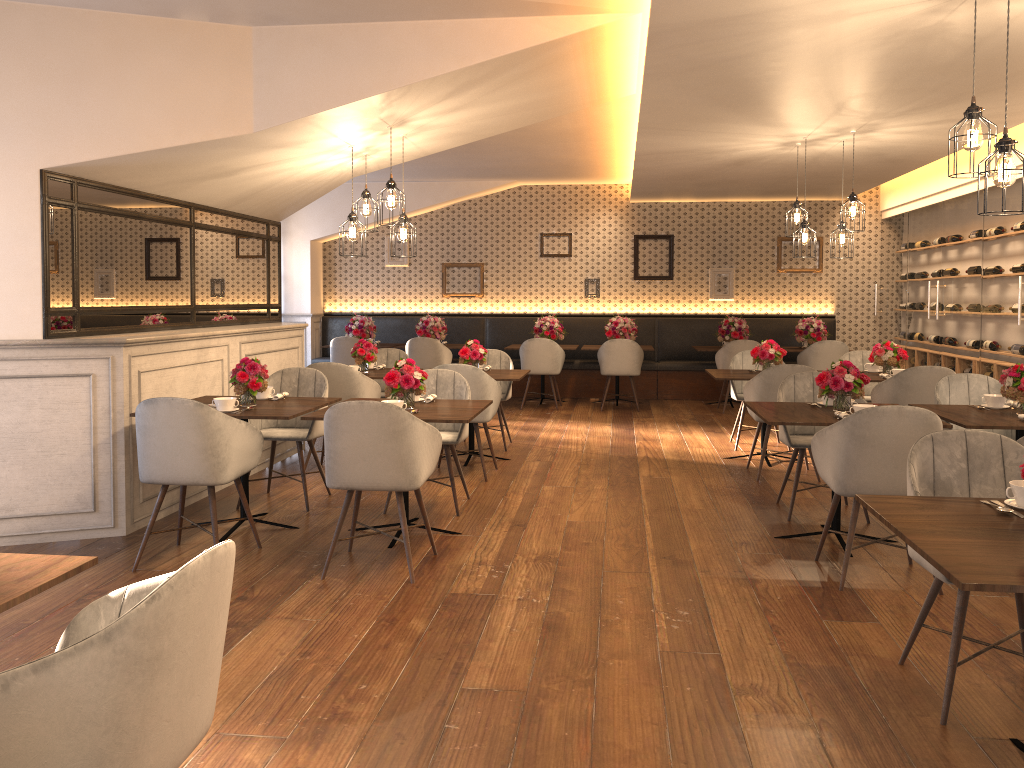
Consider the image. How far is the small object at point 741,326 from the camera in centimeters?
1085cm

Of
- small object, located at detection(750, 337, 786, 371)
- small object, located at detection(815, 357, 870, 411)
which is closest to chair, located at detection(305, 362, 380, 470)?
small object, located at detection(750, 337, 786, 371)

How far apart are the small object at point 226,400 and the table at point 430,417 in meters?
0.5

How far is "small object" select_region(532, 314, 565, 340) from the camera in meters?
11.2

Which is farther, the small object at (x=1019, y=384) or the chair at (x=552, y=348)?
the chair at (x=552, y=348)

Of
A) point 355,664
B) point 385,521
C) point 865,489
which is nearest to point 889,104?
point 865,489

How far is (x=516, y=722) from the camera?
2.9m

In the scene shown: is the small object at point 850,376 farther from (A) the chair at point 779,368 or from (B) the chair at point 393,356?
(B) the chair at point 393,356

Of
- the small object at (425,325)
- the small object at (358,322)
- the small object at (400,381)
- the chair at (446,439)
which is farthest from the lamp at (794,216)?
the small object at (358,322)

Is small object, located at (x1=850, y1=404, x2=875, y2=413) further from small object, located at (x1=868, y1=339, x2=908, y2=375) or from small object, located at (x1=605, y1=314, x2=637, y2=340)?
small object, located at (x1=605, y1=314, x2=637, y2=340)
